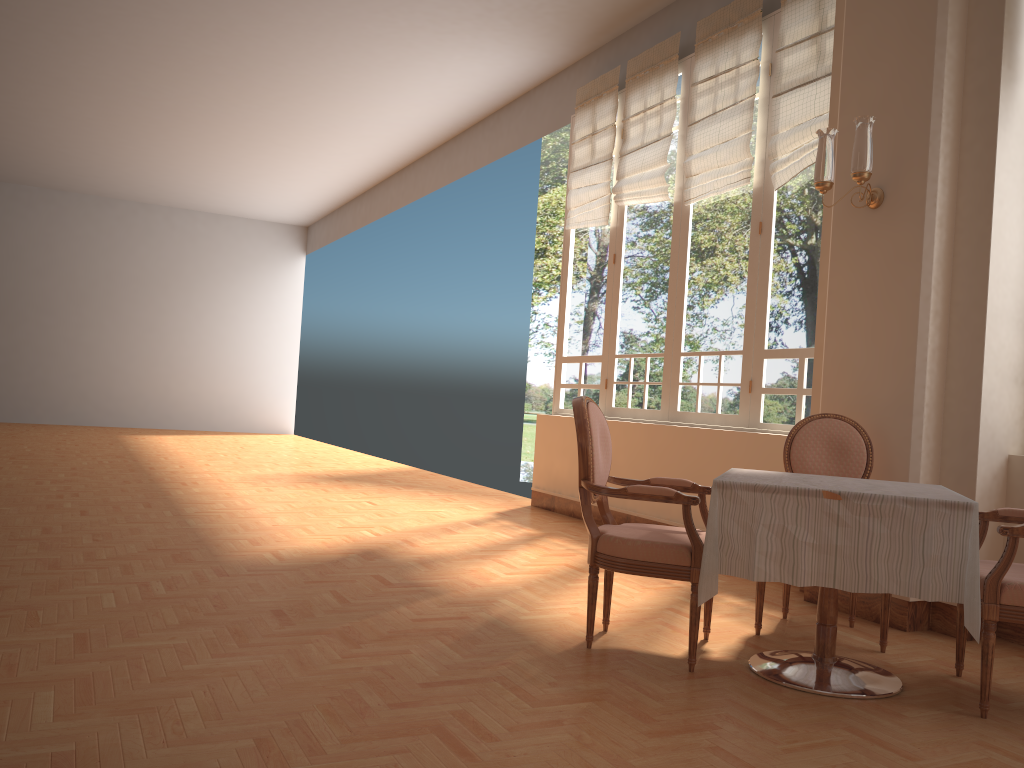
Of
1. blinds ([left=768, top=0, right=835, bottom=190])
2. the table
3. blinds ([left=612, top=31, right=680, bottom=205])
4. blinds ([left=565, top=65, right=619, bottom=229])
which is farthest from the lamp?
blinds ([left=565, top=65, right=619, bottom=229])

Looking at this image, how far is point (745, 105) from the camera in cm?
571

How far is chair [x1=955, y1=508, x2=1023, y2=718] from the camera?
2.73m

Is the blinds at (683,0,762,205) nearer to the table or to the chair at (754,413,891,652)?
the chair at (754,413,891,652)

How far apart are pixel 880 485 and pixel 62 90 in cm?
986

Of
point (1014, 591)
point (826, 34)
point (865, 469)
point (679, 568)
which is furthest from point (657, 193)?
point (1014, 591)

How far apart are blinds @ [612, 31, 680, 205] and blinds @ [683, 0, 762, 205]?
0.2m

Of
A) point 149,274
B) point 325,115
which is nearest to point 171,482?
point 325,115

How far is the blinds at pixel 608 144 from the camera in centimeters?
720cm

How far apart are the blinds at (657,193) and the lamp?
2.3m
